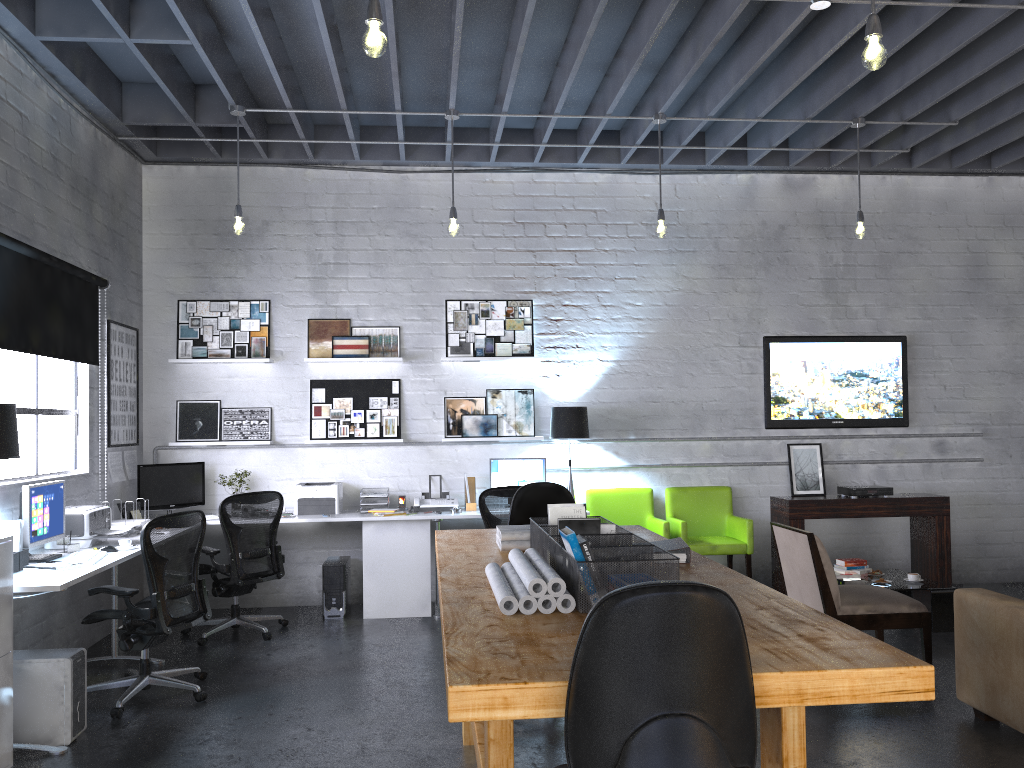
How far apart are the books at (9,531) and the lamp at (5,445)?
0.5m

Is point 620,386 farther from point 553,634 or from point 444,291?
point 553,634

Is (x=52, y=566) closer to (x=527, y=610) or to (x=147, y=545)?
(x=147, y=545)

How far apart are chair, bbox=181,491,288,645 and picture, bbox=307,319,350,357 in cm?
139

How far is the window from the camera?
5.17m

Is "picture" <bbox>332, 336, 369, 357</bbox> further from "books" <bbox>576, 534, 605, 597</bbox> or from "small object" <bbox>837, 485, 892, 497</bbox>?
"books" <bbox>576, 534, 605, 597</bbox>

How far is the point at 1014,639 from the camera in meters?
4.0 m

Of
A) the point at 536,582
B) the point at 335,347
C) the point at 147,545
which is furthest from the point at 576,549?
the point at 335,347

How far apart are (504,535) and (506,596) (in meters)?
1.23

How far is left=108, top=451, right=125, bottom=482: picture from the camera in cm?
651
